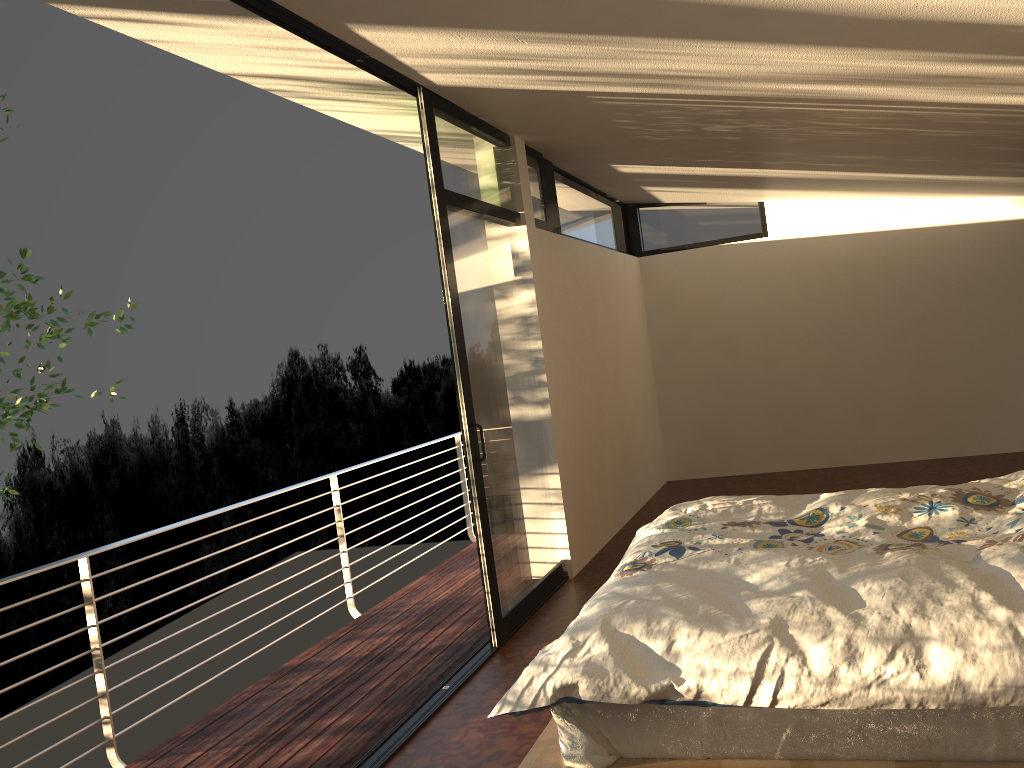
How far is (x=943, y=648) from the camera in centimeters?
189cm

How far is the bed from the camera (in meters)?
1.89

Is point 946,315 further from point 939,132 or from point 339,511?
point 339,511

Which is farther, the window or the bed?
the window

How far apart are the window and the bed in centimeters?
86cm

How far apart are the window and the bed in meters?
0.9 m

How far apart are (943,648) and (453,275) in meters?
2.6 m

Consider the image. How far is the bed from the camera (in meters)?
1.89

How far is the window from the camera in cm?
392
